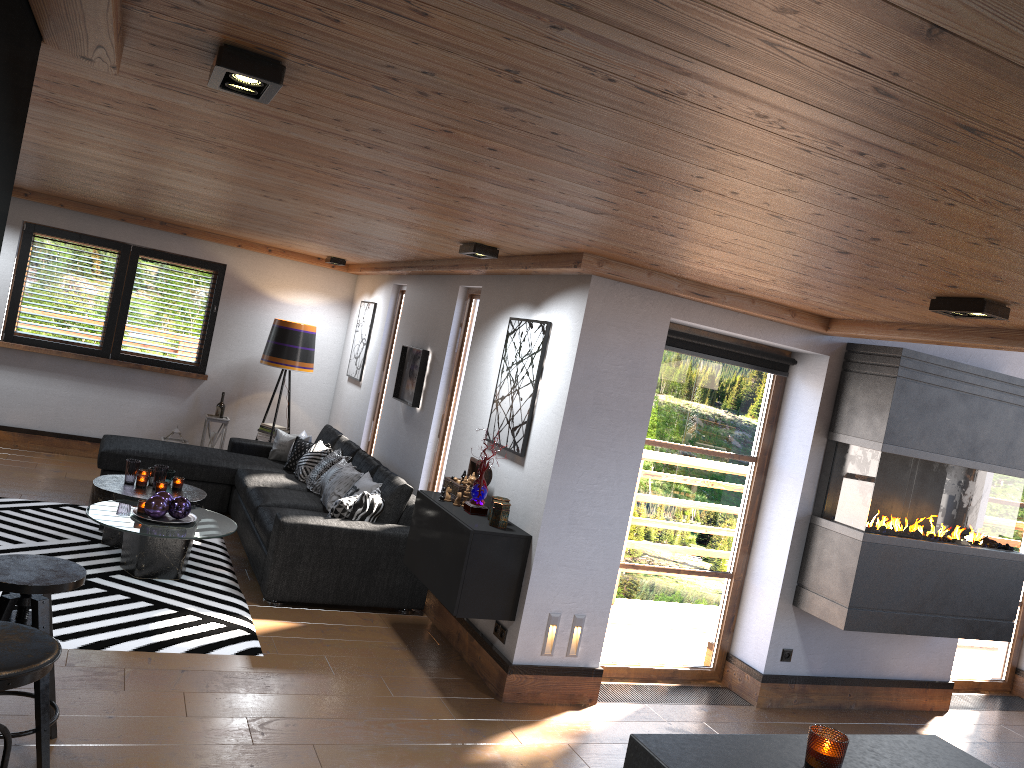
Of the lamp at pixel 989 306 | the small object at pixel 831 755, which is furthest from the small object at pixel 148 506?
the small object at pixel 831 755

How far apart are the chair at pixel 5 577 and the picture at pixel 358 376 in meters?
5.3

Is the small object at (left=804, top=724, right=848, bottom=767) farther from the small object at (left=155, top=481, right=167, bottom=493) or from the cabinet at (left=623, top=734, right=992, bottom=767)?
the small object at (left=155, top=481, right=167, bottom=493)

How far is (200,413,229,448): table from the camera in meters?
8.8

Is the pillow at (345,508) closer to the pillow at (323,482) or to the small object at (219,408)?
the pillow at (323,482)

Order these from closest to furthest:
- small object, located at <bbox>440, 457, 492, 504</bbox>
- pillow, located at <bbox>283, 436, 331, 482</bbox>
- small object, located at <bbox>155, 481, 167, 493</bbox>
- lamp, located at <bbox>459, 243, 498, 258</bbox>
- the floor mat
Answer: the floor mat < lamp, located at <bbox>459, 243, 498, 258</bbox> < small object, located at <bbox>440, 457, 492, 504</bbox> < small object, located at <bbox>155, 481, 167, 493</bbox> < pillow, located at <bbox>283, 436, 331, 482</bbox>

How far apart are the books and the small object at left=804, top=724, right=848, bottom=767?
7.6 meters

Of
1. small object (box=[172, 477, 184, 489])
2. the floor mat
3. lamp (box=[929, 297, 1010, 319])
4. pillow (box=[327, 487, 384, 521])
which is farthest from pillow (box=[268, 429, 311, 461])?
lamp (box=[929, 297, 1010, 319])

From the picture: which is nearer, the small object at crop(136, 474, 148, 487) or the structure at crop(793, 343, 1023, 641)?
the structure at crop(793, 343, 1023, 641)

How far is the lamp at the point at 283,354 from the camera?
8.63m
